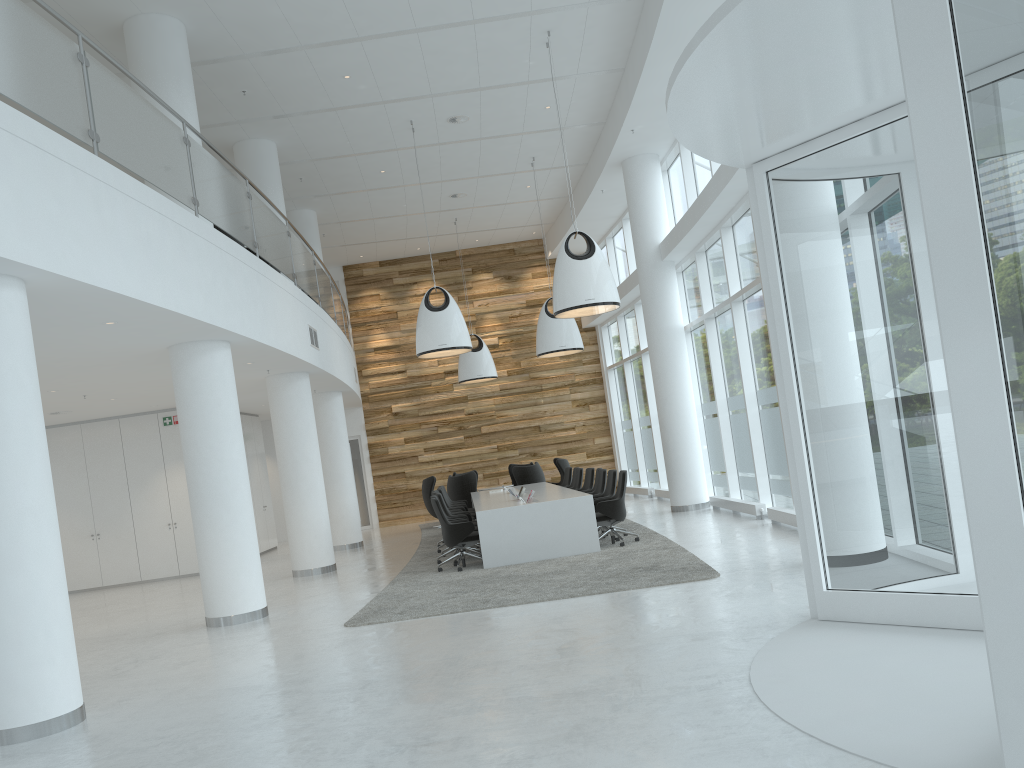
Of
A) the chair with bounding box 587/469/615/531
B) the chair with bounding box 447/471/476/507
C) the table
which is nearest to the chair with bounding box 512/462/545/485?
the chair with bounding box 447/471/476/507

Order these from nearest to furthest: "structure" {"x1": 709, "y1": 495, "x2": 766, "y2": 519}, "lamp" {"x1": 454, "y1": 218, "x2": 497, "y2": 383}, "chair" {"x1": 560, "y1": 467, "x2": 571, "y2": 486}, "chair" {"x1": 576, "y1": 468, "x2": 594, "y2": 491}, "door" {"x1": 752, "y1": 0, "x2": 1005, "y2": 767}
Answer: "door" {"x1": 752, "y1": 0, "x2": 1005, "y2": 767} → "structure" {"x1": 709, "y1": 495, "x2": 766, "y2": 519} → "chair" {"x1": 576, "y1": 468, "x2": 594, "y2": 491} → "chair" {"x1": 560, "y1": 467, "x2": 571, "y2": 486} → "lamp" {"x1": 454, "y1": 218, "x2": 497, "y2": 383}

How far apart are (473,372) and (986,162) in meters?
16.5 m

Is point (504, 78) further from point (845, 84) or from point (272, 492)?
point (272, 492)

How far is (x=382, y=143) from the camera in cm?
1444

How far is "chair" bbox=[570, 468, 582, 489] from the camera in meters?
15.5

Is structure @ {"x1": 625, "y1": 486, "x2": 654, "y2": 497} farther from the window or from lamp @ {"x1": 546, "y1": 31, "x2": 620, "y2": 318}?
lamp @ {"x1": 546, "y1": 31, "x2": 620, "y2": 318}

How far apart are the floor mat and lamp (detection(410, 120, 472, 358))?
3.1m

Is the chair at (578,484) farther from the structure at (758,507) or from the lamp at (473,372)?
the lamp at (473,372)

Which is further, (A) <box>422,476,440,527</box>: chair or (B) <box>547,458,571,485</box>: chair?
(B) <box>547,458,571,485</box>: chair
